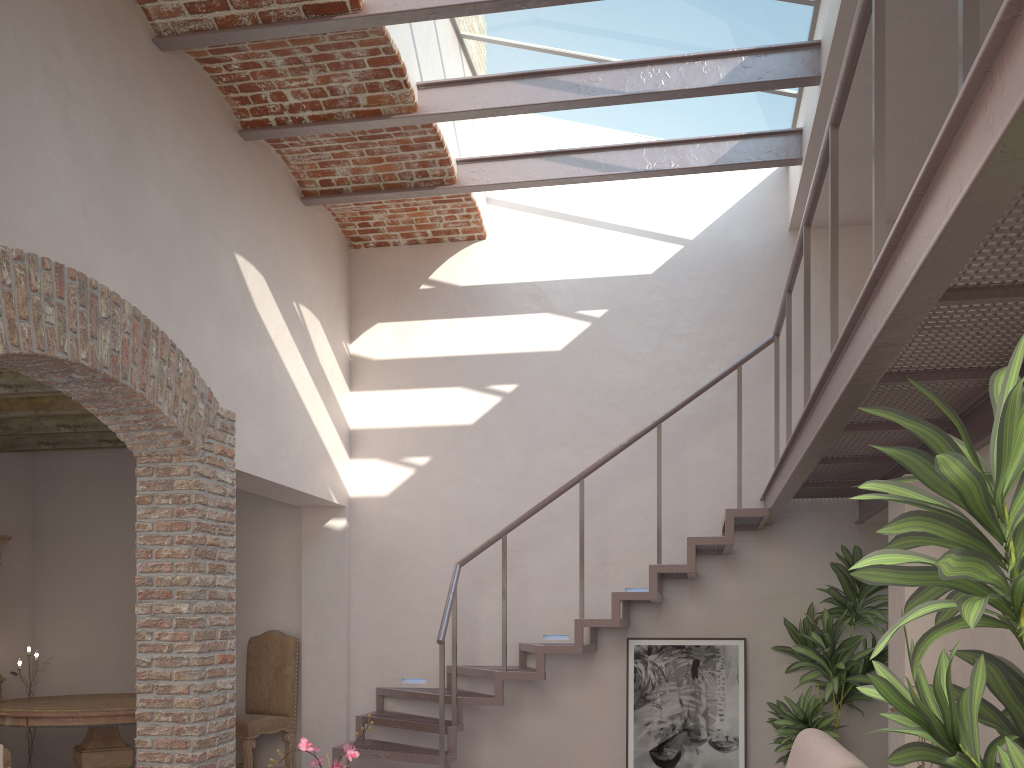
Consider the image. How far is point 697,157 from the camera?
5.83m

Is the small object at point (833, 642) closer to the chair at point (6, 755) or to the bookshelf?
the chair at point (6, 755)

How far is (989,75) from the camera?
1.5m

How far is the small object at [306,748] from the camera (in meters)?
3.17

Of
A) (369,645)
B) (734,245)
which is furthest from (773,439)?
(369,645)

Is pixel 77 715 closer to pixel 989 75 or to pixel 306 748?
pixel 306 748

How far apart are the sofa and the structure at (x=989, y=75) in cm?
113

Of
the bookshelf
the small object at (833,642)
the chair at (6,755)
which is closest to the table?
the chair at (6,755)

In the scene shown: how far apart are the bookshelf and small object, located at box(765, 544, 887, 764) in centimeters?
621cm

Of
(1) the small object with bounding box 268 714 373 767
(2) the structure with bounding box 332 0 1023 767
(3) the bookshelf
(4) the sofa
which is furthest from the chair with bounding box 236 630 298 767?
(4) the sofa
